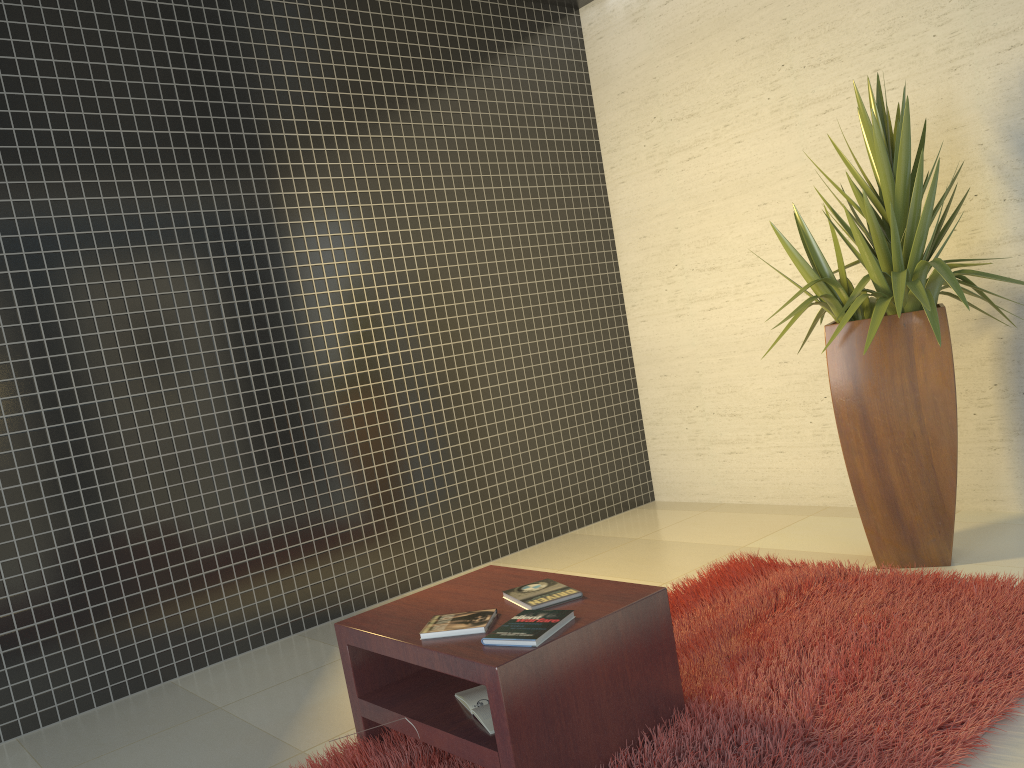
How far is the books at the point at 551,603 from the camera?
2.6 meters

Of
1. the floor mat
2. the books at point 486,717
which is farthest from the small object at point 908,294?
the books at point 486,717

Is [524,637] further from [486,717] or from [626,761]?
[626,761]

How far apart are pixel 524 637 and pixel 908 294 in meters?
2.3 m

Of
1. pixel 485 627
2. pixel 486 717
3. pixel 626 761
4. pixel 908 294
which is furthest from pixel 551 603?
pixel 908 294

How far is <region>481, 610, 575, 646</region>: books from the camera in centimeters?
228cm

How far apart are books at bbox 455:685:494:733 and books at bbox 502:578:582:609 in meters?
0.3

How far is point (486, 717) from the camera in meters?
2.4 m

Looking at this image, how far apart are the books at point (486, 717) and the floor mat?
0.15m

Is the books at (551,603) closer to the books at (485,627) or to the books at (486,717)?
the books at (485,627)
